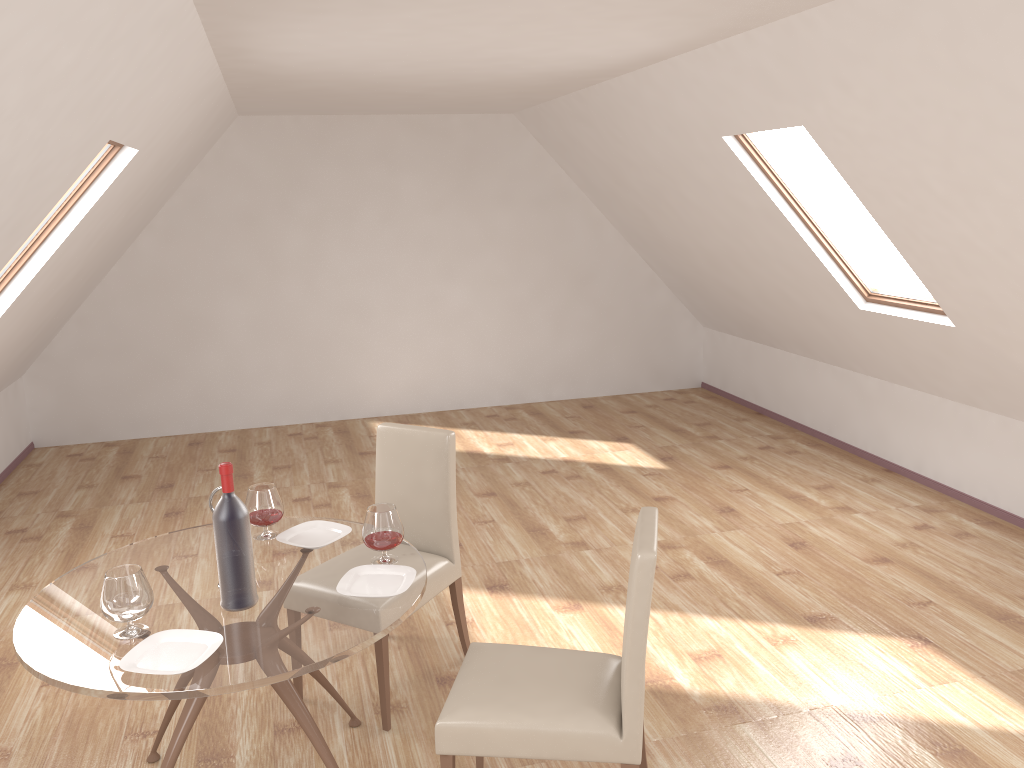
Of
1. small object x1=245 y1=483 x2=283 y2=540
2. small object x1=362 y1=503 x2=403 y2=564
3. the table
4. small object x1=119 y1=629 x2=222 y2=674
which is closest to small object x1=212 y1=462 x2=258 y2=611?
the table

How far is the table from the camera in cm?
224

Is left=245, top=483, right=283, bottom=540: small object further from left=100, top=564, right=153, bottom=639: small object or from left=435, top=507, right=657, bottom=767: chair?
left=435, top=507, right=657, bottom=767: chair

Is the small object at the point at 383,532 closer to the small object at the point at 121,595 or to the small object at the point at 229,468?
the small object at the point at 229,468

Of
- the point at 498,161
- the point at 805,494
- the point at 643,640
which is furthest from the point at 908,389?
the point at 643,640

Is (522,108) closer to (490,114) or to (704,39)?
(490,114)

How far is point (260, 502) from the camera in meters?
3.1

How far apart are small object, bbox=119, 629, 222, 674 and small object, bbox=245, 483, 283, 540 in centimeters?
67cm

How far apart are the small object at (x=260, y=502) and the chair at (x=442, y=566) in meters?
0.5 m

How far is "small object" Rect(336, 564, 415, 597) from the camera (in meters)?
2.66
